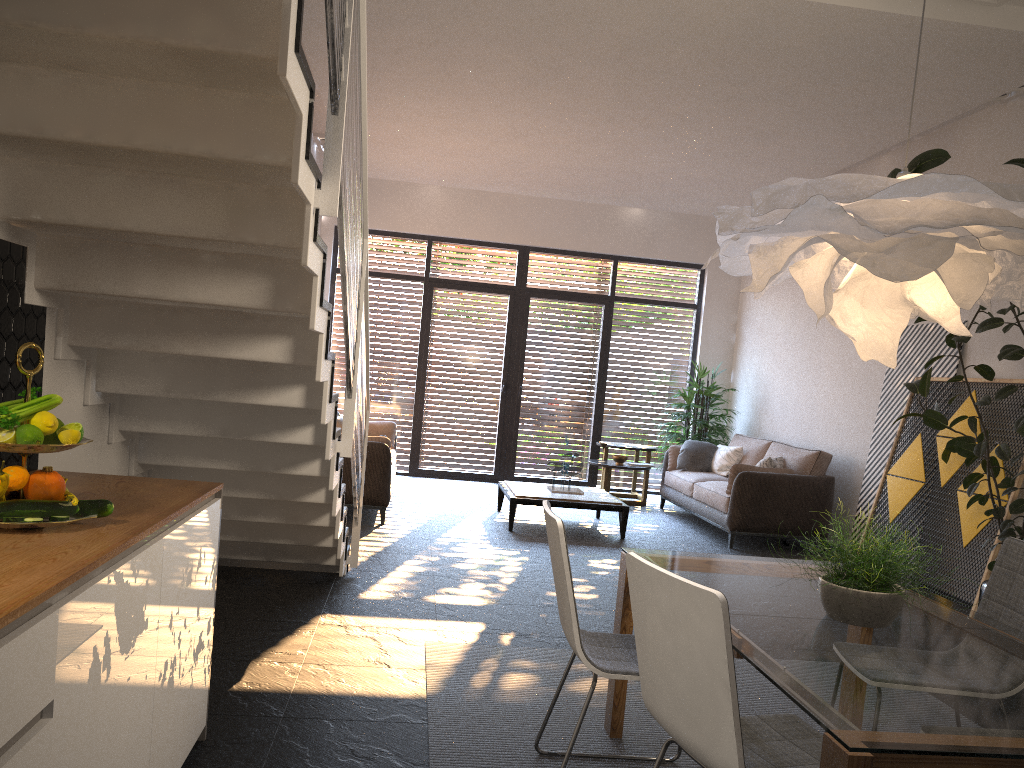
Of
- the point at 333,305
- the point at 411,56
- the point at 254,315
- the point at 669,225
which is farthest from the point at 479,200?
the point at 254,315

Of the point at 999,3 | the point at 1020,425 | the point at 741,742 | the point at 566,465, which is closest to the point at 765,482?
the point at 566,465

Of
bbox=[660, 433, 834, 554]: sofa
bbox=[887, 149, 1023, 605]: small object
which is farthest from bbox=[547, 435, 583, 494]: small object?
bbox=[887, 149, 1023, 605]: small object

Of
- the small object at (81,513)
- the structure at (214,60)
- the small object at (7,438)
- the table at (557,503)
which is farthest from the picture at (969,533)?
the small object at (7,438)

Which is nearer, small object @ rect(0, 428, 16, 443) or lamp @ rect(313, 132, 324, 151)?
small object @ rect(0, 428, 16, 443)

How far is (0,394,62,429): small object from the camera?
2.0m

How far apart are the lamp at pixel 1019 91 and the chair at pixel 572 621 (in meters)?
5.05

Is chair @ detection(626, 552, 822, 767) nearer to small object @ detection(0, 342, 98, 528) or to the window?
small object @ detection(0, 342, 98, 528)

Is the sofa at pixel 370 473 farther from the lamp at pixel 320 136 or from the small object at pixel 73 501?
the small object at pixel 73 501

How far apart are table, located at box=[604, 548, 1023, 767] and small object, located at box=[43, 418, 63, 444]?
1.7 meters
